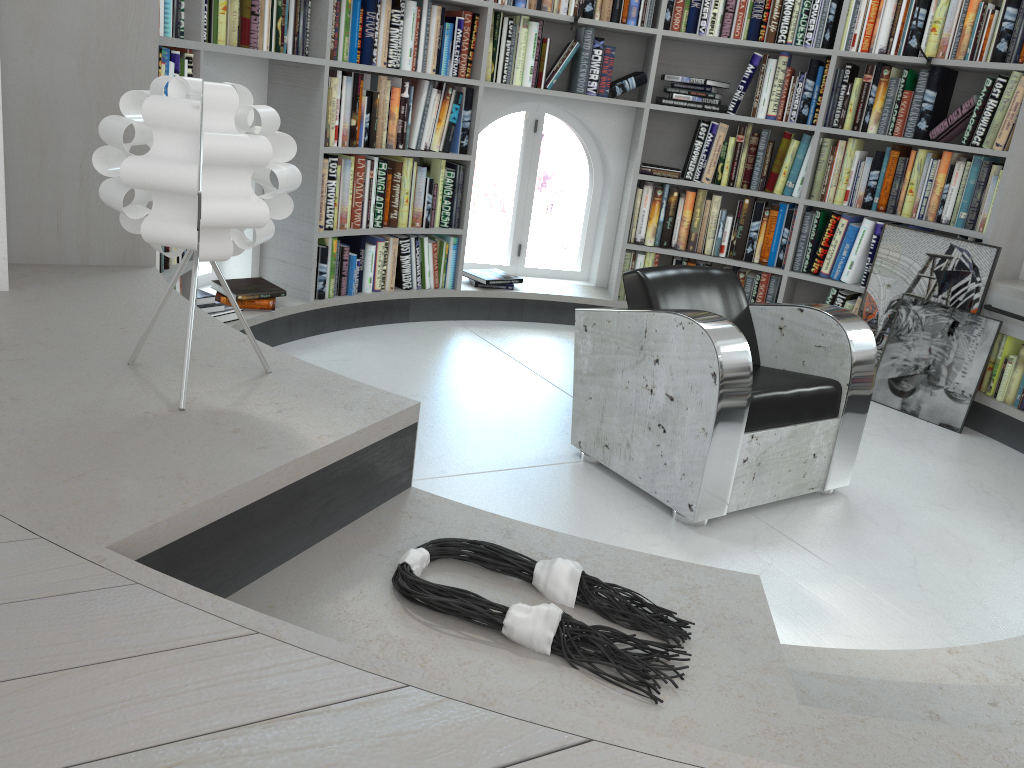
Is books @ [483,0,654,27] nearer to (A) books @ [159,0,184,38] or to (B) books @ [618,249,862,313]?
(B) books @ [618,249,862,313]

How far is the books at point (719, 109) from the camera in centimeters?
473cm

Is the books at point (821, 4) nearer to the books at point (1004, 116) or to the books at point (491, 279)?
the books at point (1004, 116)

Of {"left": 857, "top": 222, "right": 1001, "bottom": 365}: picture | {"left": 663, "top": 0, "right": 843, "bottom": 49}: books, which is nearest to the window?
{"left": 663, "top": 0, "right": 843, "bottom": 49}: books

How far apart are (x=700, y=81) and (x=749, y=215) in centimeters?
76cm

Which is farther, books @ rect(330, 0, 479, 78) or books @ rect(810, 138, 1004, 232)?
books @ rect(810, 138, 1004, 232)

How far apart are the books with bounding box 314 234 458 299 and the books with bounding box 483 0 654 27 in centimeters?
123cm

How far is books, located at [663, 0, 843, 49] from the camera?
4.50m

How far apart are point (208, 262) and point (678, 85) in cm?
1161

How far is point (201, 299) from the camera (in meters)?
3.68
